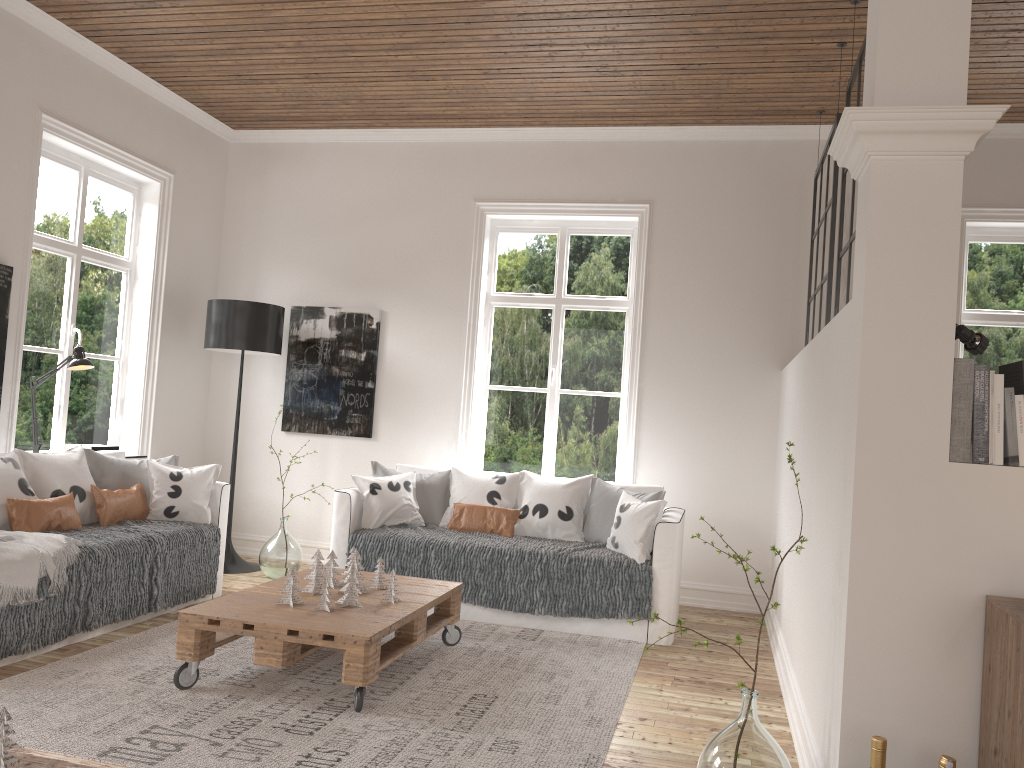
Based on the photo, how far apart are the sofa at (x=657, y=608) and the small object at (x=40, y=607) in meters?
0.6

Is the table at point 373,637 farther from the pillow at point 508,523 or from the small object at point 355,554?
the pillow at point 508,523

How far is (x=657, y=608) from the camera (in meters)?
4.60

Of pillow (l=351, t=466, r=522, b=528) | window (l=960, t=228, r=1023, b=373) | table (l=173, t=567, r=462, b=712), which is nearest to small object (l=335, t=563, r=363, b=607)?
table (l=173, t=567, r=462, b=712)

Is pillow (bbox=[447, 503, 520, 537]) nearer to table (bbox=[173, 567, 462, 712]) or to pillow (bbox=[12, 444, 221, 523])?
table (bbox=[173, 567, 462, 712])

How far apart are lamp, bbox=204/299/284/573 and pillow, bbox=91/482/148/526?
1.1m

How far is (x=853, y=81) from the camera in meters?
3.9

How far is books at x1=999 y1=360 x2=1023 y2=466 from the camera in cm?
231

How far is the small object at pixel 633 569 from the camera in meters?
4.6

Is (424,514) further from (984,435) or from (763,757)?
(984,435)
